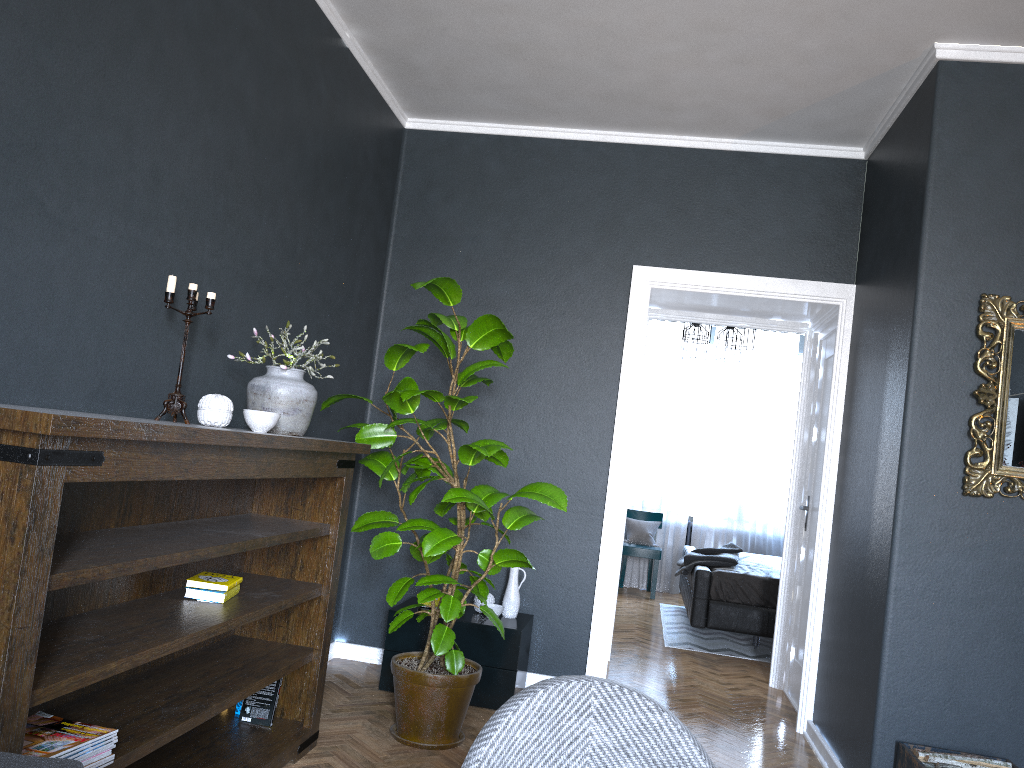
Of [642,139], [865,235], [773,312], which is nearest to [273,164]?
[642,139]

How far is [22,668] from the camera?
1.67m

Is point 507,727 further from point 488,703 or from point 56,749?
point 488,703

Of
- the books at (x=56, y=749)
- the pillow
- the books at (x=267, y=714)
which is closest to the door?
the books at (x=267, y=714)

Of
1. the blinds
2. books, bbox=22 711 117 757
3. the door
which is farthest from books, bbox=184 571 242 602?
the blinds

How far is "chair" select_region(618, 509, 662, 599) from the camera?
8.4 meters

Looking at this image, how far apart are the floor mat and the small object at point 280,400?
4.0m

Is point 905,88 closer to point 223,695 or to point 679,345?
point 223,695

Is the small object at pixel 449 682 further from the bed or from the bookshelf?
the bed

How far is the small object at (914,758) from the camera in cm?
306
